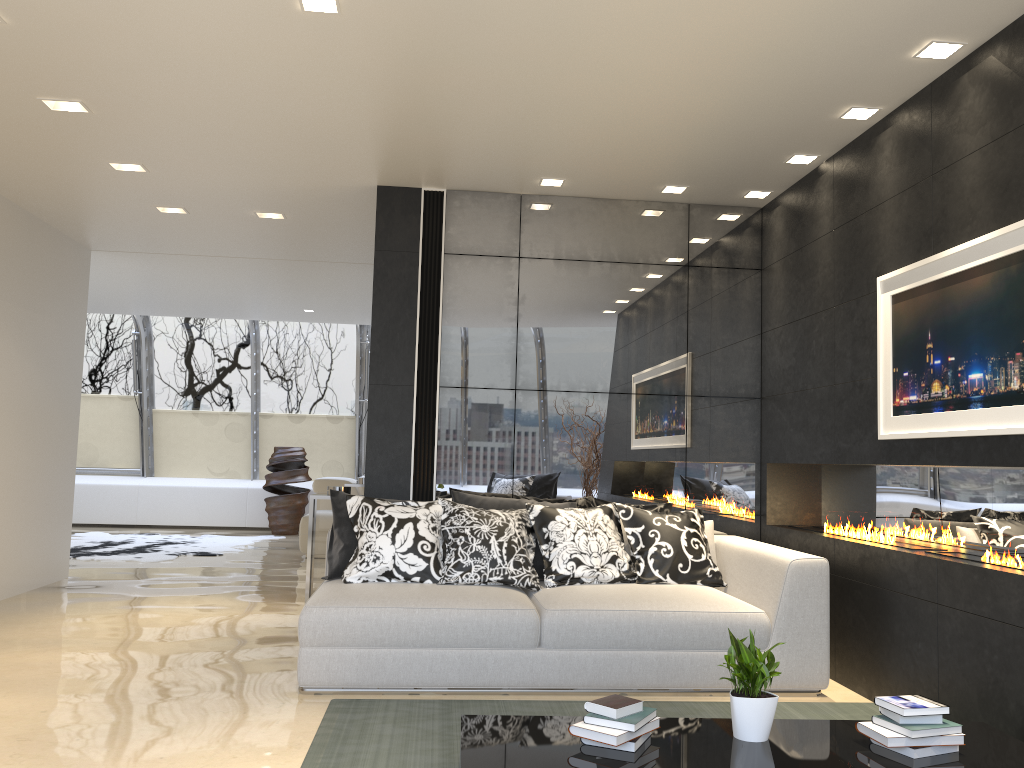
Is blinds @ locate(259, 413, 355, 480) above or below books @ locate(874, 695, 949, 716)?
above

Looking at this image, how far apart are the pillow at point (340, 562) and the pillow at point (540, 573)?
0.67m

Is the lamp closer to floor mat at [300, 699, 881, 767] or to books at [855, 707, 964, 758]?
books at [855, 707, 964, 758]

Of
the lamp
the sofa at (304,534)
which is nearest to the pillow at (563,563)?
the lamp

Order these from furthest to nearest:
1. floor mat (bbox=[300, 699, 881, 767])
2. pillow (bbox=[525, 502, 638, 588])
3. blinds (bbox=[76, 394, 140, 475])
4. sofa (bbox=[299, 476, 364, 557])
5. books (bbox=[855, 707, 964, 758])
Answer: blinds (bbox=[76, 394, 140, 475]), sofa (bbox=[299, 476, 364, 557]), pillow (bbox=[525, 502, 638, 588]), floor mat (bbox=[300, 699, 881, 767]), books (bbox=[855, 707, 964, 758])

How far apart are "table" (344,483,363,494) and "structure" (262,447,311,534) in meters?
4.4 m

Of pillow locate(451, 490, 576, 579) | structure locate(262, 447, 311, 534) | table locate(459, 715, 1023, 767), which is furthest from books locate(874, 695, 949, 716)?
structure locate(262, 447, 311, 534)

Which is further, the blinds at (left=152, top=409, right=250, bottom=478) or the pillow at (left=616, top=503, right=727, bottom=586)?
the blinds at (left=152, top=409, right=250, bottom=478)

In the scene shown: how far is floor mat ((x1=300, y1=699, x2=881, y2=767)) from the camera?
3.3m

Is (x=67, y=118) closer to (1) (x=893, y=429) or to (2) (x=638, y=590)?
(2) (x=638, y=590)
